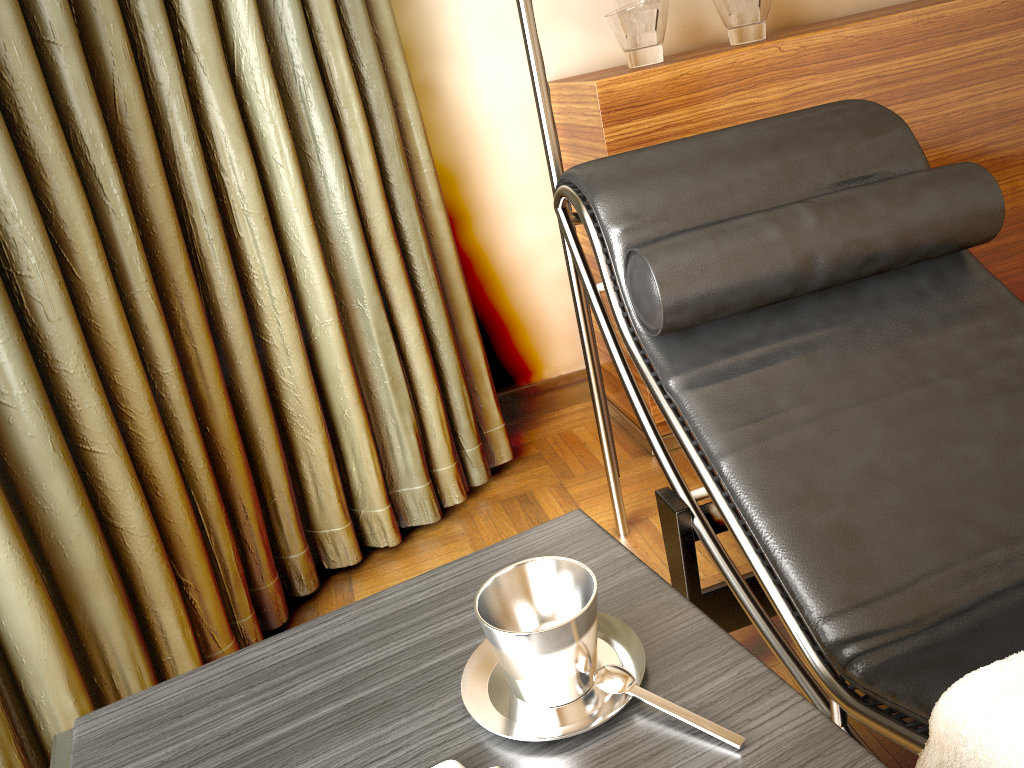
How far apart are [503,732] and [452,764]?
0.0m

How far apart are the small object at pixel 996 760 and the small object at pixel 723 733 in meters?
0.2 m

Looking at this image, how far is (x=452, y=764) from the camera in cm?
65

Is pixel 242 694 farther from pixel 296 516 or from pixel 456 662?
pixel 296 516

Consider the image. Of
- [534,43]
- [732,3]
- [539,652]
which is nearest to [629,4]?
[732,3]

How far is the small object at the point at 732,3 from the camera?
1.99m

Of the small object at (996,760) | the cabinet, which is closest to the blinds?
the cabinet

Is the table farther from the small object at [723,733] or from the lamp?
the lamp

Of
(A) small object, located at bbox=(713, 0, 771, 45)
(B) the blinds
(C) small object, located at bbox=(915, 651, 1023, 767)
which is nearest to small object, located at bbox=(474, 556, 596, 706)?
(C) small object, located at bbox=(915, 651, 1023, 767)

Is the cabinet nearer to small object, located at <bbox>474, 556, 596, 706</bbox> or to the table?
the table
